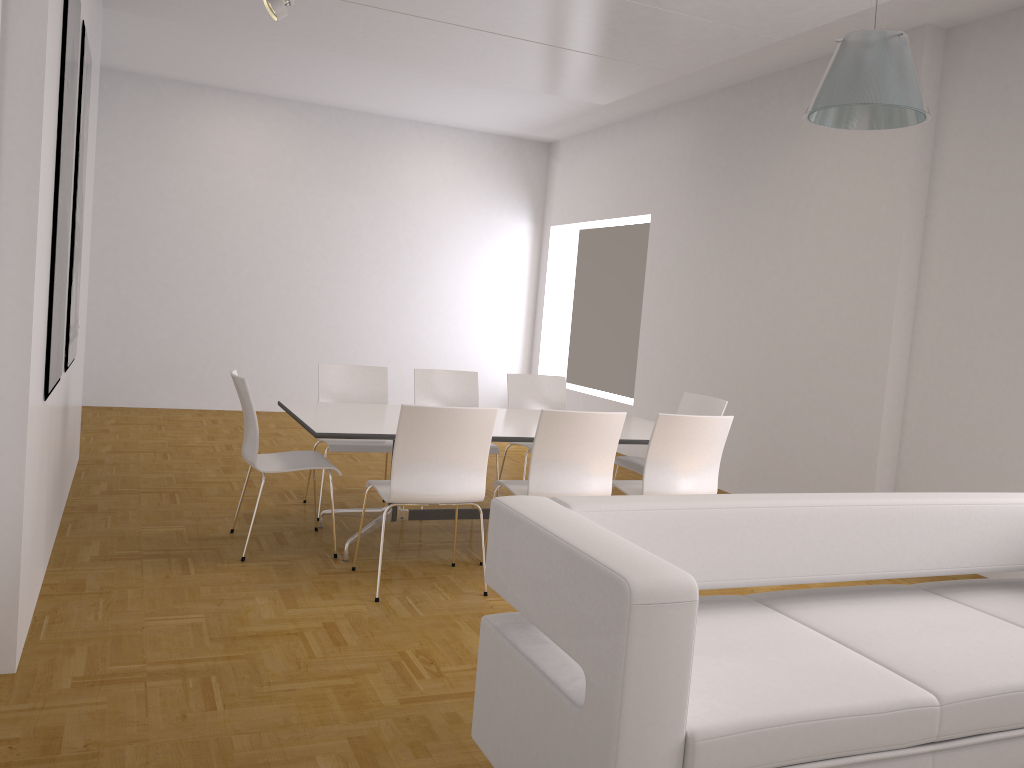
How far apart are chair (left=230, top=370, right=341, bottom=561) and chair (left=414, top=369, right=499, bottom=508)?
1.21m

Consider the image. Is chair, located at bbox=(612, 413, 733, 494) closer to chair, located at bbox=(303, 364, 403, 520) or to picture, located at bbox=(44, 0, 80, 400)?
chair, located at bbox=(303, 364, 403, 520)

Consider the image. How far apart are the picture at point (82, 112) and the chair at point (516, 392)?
2.8m

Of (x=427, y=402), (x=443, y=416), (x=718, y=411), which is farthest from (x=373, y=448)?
(x=718, y=411)

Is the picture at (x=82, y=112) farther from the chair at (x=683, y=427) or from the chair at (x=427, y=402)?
the chair at (x=683, y=427)

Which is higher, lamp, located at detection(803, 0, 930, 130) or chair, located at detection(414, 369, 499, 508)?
lamp, located at detection(803, 0, 930, 130)

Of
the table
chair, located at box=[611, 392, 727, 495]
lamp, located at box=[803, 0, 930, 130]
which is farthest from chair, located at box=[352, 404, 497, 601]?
lamp, located at box=[803, 0, 930, 130]

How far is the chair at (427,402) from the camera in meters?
6.1 m

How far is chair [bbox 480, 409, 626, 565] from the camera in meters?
4.3

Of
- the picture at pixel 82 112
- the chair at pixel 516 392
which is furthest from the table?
the picture at pixel 82 112
